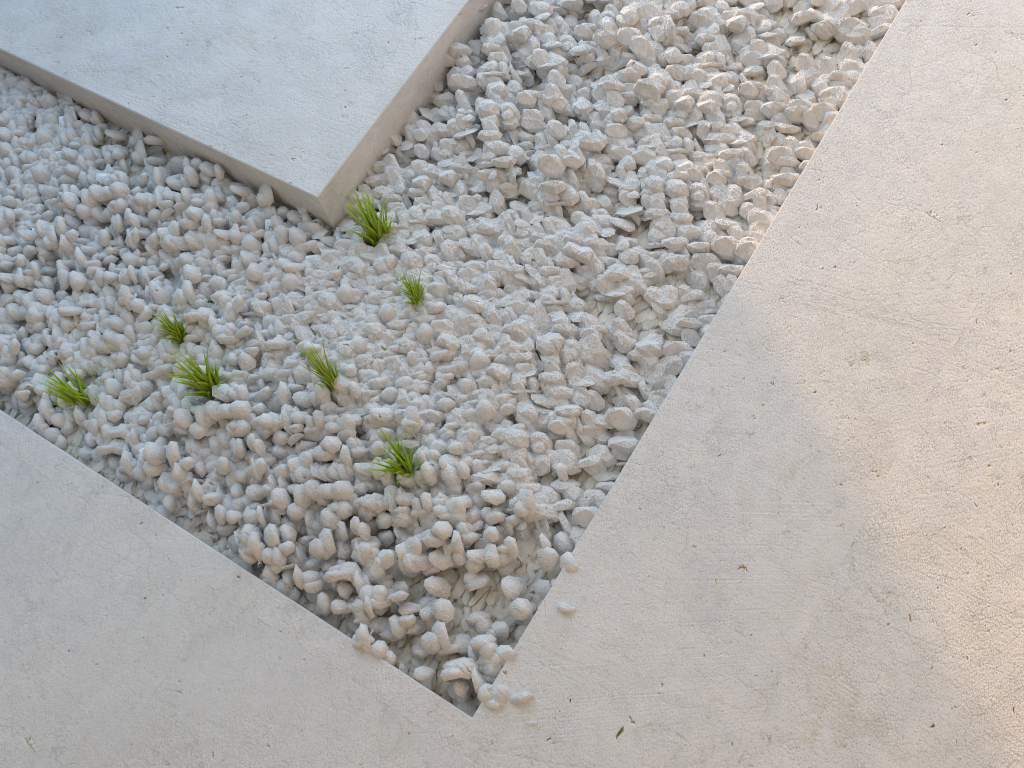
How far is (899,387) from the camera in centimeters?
157cm
